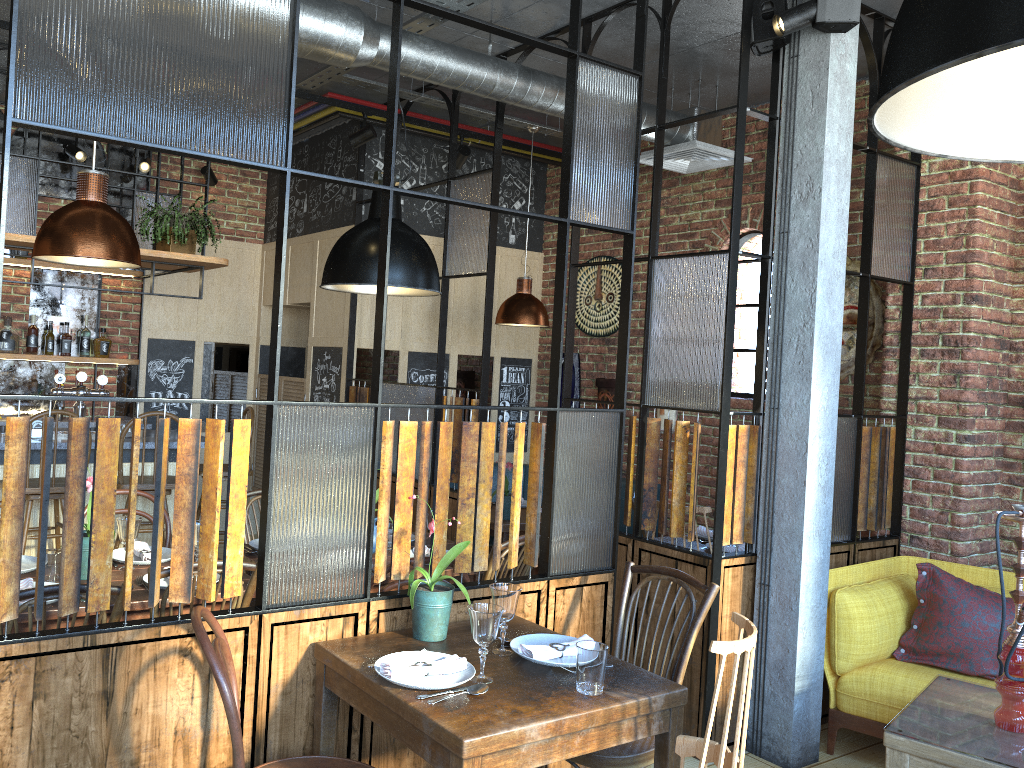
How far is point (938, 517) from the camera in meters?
4.4 m

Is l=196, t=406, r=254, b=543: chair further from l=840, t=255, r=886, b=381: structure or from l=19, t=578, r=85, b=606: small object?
l=840, t=255, r=886, b=381: structure

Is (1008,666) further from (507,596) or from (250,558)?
(250,558)

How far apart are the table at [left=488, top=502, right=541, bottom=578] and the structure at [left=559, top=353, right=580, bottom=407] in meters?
1.6 m

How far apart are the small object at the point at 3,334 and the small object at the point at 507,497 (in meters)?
3.64

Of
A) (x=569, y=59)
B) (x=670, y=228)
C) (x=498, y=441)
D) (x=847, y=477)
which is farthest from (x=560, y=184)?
(x=498, y=441)

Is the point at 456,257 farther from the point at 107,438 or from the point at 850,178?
the point at 107,438

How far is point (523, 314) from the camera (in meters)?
5.78

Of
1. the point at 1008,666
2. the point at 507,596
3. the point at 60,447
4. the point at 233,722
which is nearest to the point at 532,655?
the point at 507,596

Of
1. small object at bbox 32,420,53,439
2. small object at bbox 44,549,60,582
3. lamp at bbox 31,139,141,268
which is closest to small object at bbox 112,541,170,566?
small object at bbox 44,549,60,582
